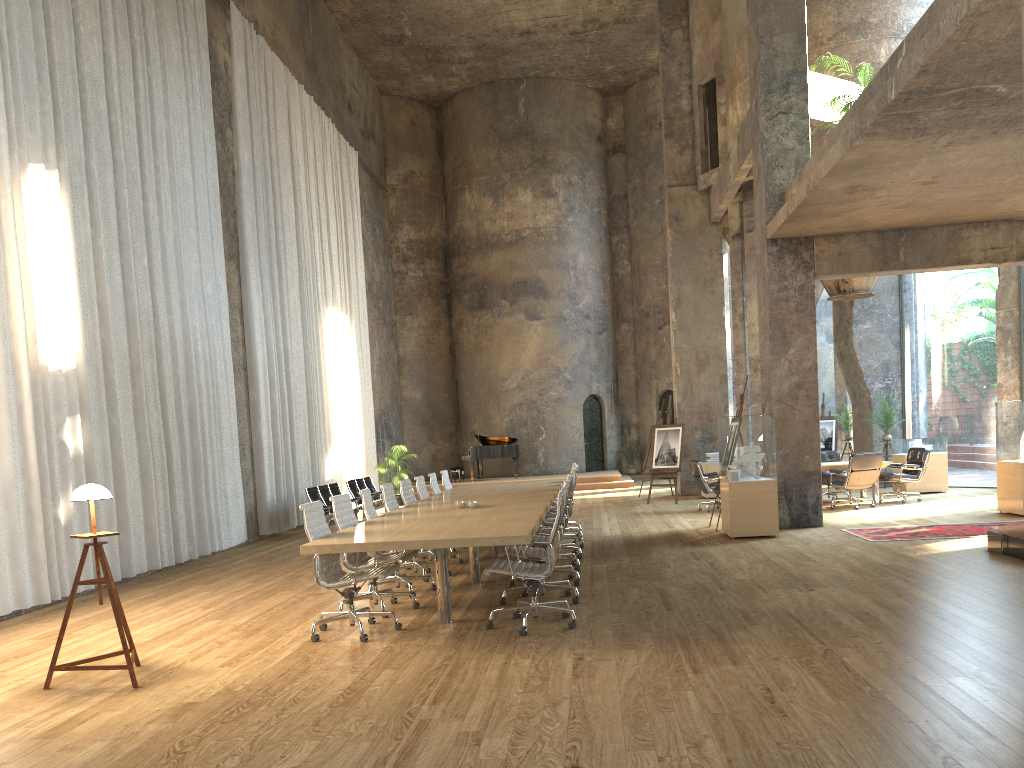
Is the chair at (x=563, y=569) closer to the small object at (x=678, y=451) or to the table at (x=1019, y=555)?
the table at (x=1019, y=555)

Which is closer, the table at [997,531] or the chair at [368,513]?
the chair at [368,513]

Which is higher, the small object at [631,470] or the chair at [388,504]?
the chair at [388,504]

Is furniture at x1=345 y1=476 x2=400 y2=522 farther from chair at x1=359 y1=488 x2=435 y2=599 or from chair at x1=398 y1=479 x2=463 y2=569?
chair at x1=359 y1=488 x2=435 y2=599

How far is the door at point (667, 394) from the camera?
26.13m

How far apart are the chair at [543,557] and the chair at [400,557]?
0.73m

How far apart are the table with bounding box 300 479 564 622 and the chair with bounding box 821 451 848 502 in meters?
5.4

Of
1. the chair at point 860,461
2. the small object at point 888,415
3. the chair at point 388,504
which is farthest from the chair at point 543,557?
the small object at point 888,415

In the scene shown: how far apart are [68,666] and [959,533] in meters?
9.3 m

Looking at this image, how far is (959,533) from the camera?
10.2 meters
